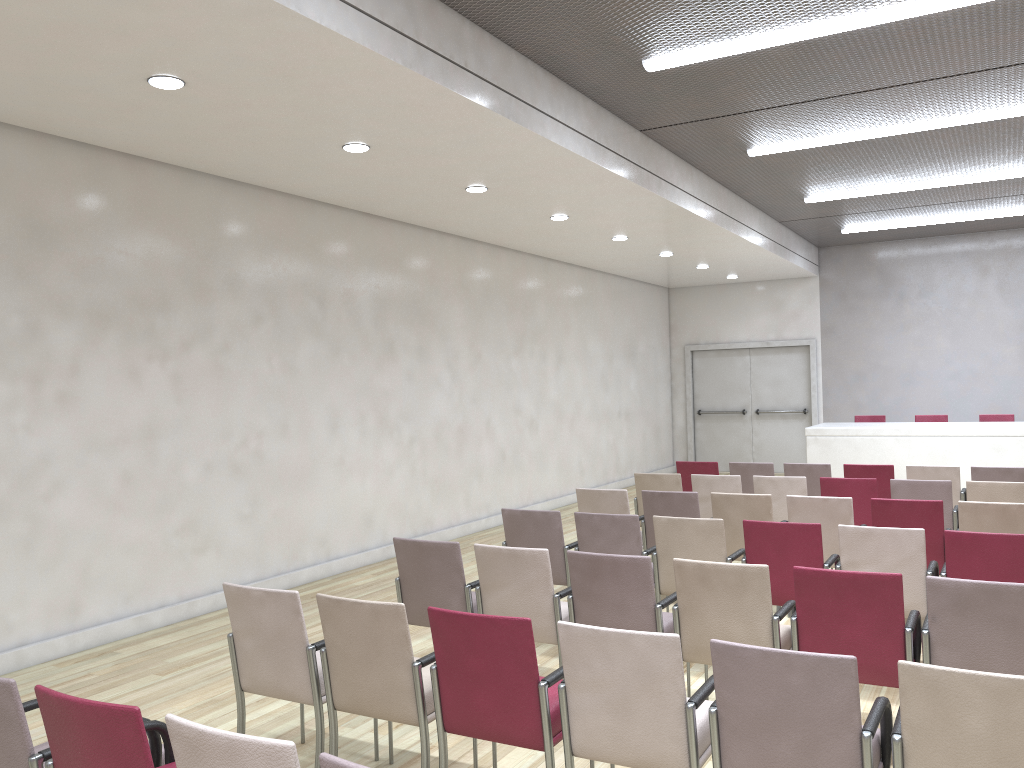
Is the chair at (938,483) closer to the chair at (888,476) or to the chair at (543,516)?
the chair at (888,476)

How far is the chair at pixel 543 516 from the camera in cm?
590

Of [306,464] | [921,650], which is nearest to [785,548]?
[921,650]

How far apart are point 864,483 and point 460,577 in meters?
4.0

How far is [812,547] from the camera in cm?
510

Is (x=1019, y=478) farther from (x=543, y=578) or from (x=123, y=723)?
(x=123, y=723)

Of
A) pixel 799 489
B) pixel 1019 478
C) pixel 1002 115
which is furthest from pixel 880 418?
pixel 799 489

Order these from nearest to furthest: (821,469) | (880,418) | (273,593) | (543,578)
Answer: (273,593), (543,578), (821,469), (880,418)

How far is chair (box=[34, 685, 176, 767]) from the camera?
2.39m

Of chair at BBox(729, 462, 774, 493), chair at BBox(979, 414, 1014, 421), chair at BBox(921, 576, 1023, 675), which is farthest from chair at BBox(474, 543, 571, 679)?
chair at BBox(979, 414, 1014, 421)
